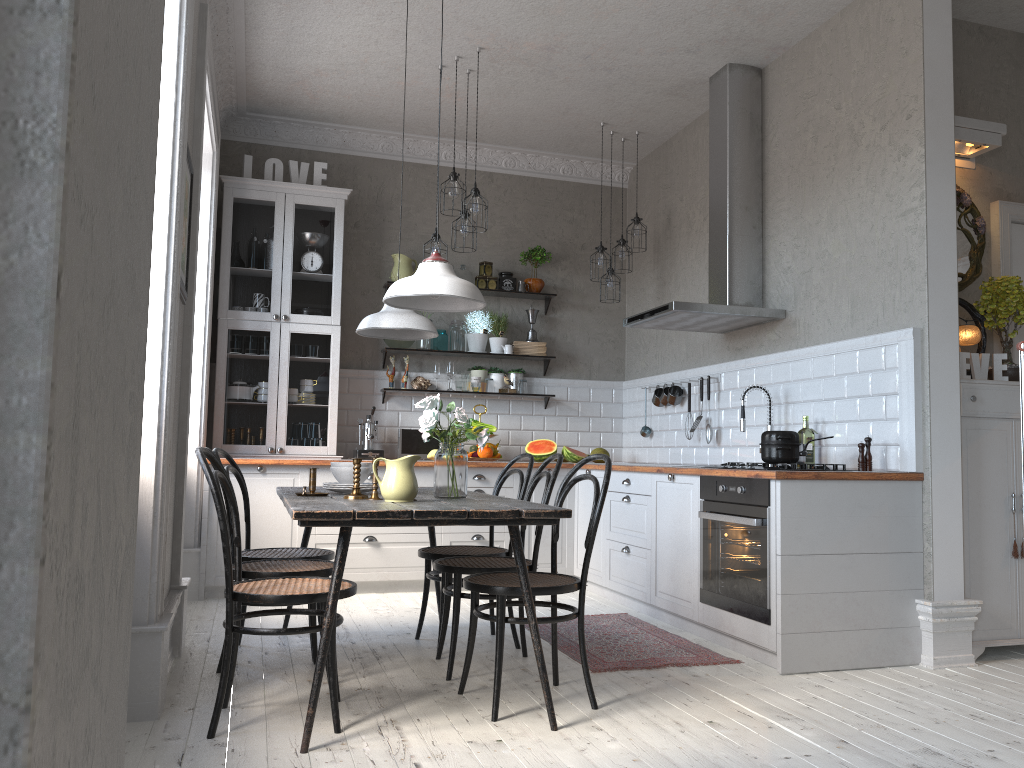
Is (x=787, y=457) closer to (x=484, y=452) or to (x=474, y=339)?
(x=484, y=452)

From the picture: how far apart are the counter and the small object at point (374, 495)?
1.7m

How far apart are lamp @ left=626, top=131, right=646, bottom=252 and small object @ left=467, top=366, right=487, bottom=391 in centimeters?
152cm

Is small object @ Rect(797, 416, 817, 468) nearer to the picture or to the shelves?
the shelves

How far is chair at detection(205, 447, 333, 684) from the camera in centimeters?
340cm

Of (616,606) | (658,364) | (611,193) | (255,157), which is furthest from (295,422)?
(611,193)

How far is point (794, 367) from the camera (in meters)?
4.87

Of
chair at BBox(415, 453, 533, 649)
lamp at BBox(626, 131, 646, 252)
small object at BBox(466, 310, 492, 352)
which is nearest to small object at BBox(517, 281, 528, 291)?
small object at BBox(466, 310, 492, 352)

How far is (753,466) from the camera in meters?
4.0 m

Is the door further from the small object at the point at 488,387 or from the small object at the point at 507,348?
the small object at the point at 488,387
